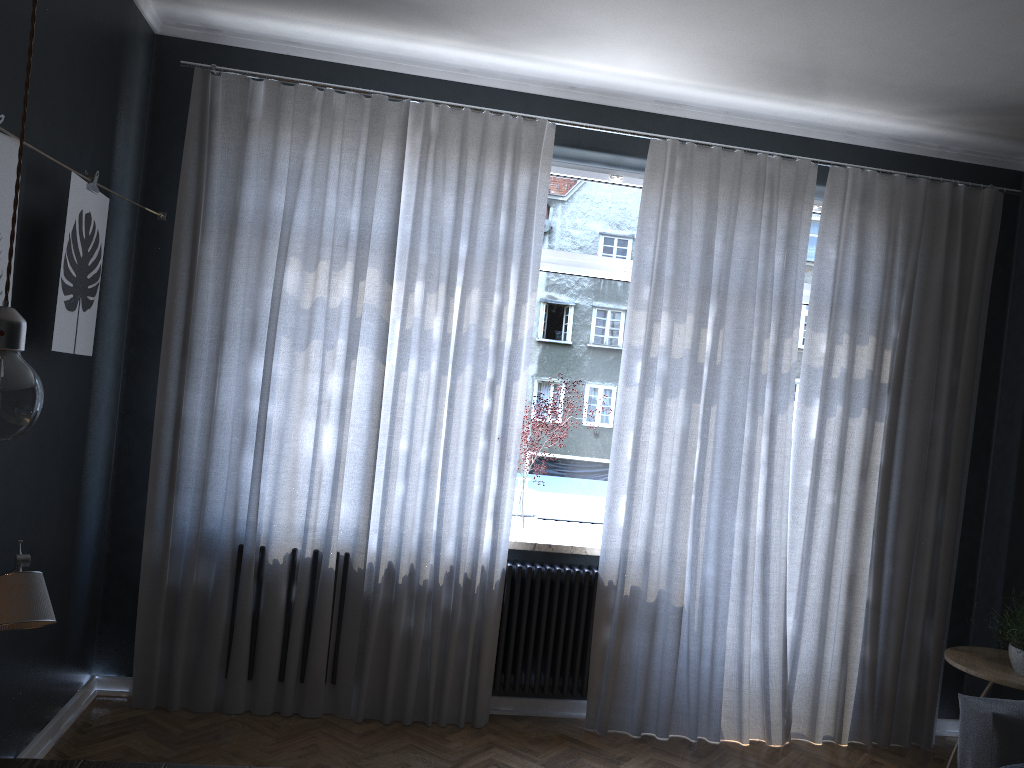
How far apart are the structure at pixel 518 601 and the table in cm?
242

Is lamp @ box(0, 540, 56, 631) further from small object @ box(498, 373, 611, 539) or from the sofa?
the sofa

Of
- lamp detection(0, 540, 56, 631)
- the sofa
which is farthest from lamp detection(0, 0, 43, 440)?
the sofa

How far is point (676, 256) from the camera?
4.12m

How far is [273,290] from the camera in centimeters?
386cm

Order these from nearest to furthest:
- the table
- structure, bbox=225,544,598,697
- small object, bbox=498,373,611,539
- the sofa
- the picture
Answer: the table, the picture, the sofa, structure, bbox=225,544,598,697, small object, bbox=498,373,611,539

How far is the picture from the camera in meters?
2.4

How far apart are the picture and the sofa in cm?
342

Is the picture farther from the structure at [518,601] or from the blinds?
the structure at [518,601]

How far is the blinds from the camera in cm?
386
